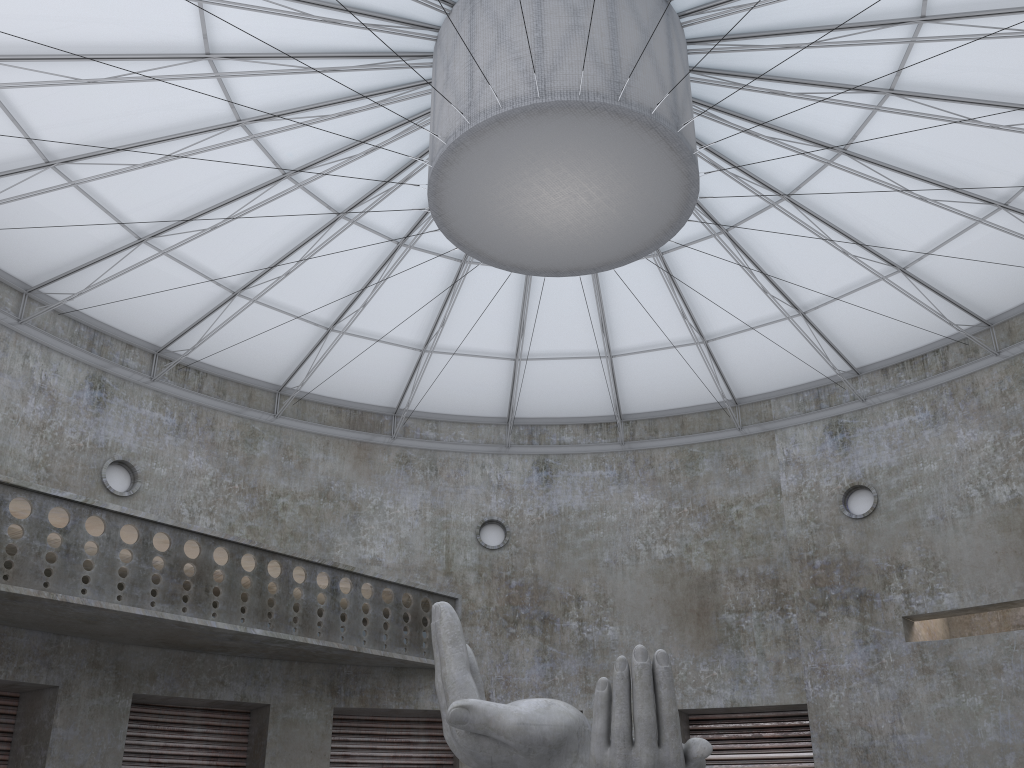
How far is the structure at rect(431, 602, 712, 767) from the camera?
15.22m

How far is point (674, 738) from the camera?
15.22m

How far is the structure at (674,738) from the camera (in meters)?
15.22
